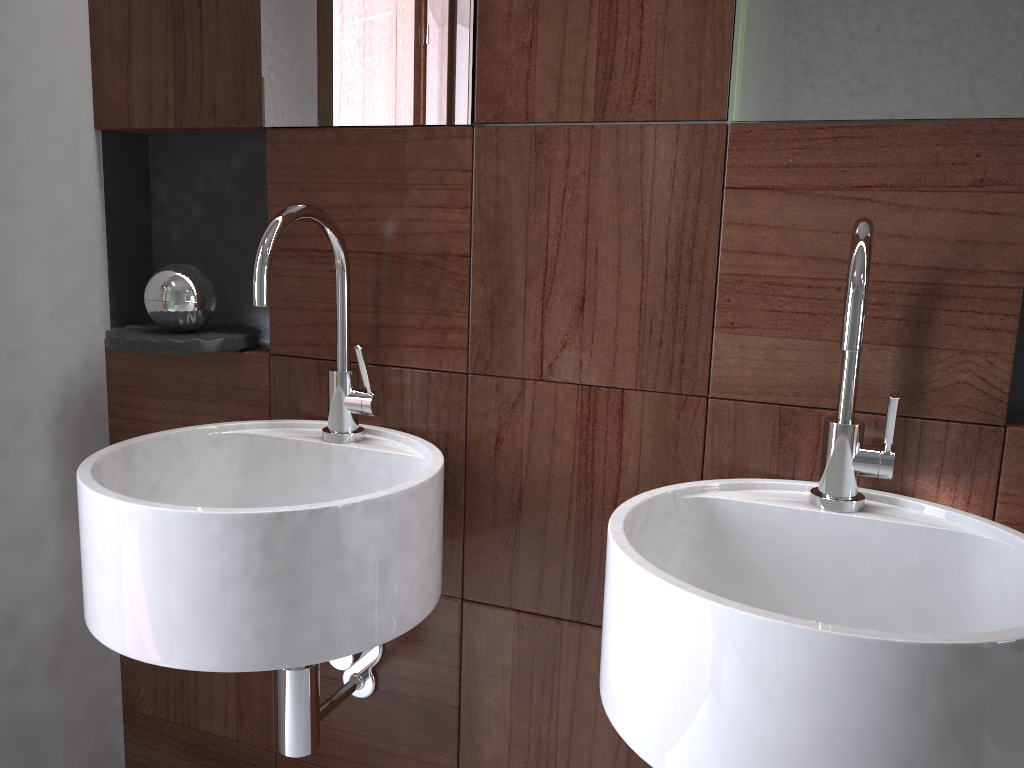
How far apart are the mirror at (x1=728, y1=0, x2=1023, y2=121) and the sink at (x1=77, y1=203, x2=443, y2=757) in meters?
0.5

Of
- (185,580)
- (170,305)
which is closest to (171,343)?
(170,305)

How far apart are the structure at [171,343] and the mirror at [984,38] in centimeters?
74cm

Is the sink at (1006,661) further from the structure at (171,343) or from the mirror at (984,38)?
the structure at (171,343)

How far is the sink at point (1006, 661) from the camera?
0.6m

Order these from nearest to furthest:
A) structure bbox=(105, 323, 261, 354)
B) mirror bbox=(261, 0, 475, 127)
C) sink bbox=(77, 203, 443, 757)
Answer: sink bbox=(77, 203, 443, 757) → mirror bbox=(261, 0, 475, 127) → structure bbox=(105, 323, 261, 354)

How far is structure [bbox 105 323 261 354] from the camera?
1.2 meters

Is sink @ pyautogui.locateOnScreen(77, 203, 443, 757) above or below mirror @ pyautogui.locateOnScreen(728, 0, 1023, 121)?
below

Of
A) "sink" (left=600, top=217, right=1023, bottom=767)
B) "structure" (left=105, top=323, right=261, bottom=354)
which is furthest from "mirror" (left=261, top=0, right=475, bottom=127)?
"sink" (left=600, top=217, right=1023, bottom=767)

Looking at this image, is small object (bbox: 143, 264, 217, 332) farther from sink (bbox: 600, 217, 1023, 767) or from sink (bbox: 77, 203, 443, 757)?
sink (bbox: 600, 217, 1023, 767)
